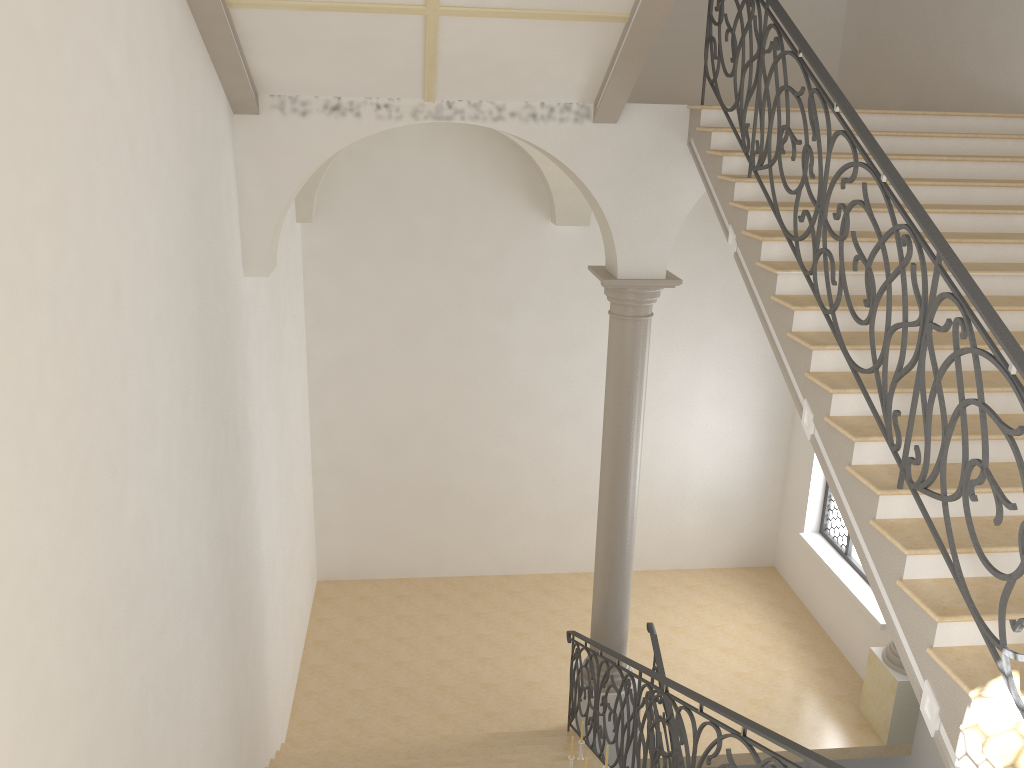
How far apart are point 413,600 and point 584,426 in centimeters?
328cm

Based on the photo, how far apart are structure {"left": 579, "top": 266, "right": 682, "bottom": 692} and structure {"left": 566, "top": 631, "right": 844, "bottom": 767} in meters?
0.3

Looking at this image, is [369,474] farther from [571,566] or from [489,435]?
[571,566]

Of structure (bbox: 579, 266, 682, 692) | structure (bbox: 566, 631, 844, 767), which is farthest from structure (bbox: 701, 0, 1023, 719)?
structure (bbox: 579, 266, 682, 692)

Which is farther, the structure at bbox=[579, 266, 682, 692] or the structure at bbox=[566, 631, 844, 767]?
the structure at bbox=[579, 266, 682, 692]

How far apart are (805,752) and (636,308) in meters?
4.7

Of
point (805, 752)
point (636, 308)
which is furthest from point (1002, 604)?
point (636, 308)

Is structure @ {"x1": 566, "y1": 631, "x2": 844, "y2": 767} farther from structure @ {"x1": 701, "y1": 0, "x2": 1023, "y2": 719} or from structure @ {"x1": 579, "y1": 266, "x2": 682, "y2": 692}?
structure @ {"x1": 701, "y1": 0, "x2": 1023, "y2": 719}

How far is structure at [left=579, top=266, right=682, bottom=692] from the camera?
7.76m

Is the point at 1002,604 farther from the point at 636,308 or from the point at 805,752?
the point at 636,308
